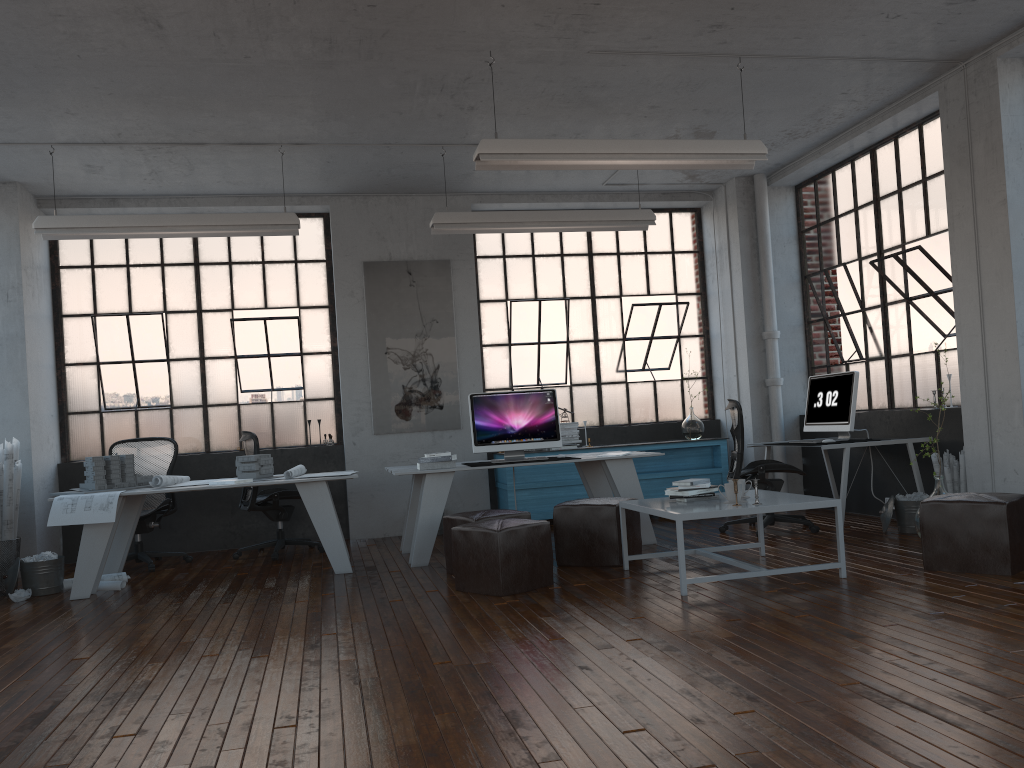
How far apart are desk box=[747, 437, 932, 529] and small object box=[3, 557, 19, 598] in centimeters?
582cm

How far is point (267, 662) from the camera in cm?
394

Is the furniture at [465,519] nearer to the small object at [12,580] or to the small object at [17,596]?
the small object at [17,596]

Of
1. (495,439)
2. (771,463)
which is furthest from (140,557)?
(771,463)

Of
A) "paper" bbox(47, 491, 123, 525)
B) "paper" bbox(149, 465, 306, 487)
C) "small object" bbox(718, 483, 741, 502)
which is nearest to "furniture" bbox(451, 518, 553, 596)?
"small object" bbox(718, 483, 741, 502)

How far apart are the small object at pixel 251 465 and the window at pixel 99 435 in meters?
1.7

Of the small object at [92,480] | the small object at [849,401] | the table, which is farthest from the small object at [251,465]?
the small object at [849,401]

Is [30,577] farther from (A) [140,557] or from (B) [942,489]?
(B) [942,489]

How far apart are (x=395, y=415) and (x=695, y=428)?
3.0m

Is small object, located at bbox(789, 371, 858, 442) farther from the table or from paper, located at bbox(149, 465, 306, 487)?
paper, located at bbox(149, 465, 306, 487)
